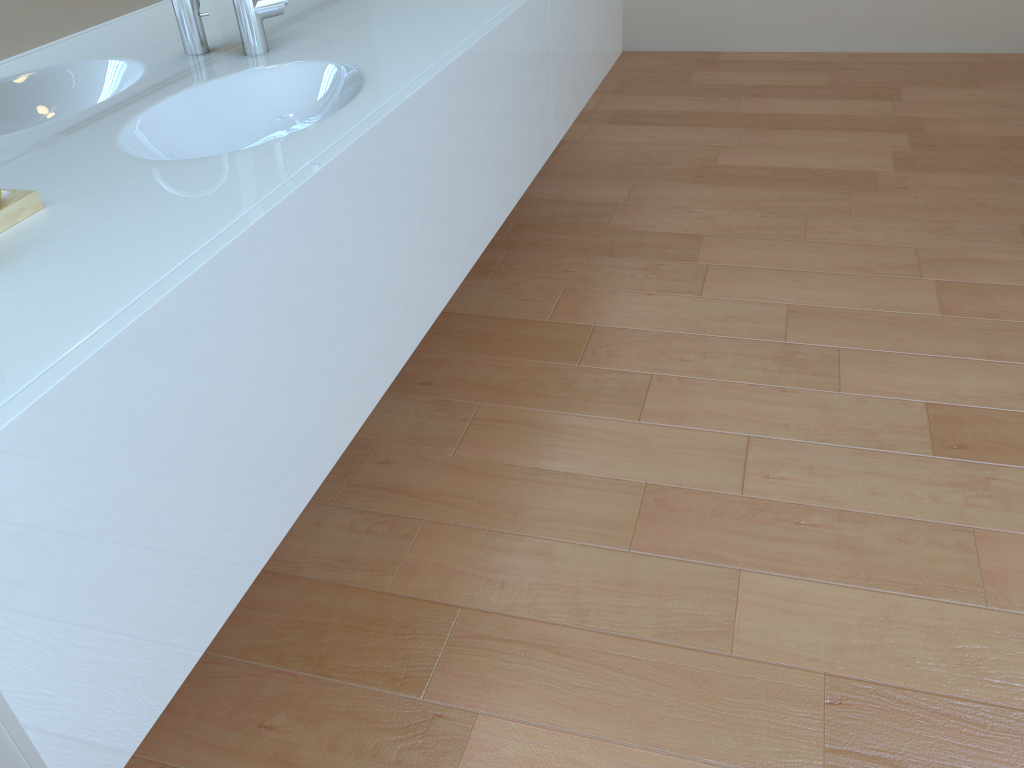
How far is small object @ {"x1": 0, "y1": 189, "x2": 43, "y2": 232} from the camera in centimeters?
98cm

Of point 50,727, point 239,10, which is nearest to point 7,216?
point 50,727

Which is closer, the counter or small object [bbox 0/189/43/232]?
the counter

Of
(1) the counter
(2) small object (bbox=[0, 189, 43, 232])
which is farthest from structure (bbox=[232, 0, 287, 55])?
(2) small object (bbox=[0, 189, 43, 232])

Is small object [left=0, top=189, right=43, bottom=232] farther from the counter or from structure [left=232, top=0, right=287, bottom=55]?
structure [left=232, top=0, right=287, bottom=55]

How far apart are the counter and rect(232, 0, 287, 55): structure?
0.0 meters

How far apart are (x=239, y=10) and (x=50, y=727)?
1.2m

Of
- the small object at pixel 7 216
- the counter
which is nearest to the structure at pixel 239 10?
the counter

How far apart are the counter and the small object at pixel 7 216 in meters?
0.0 m

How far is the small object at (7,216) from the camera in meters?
1.0 m
